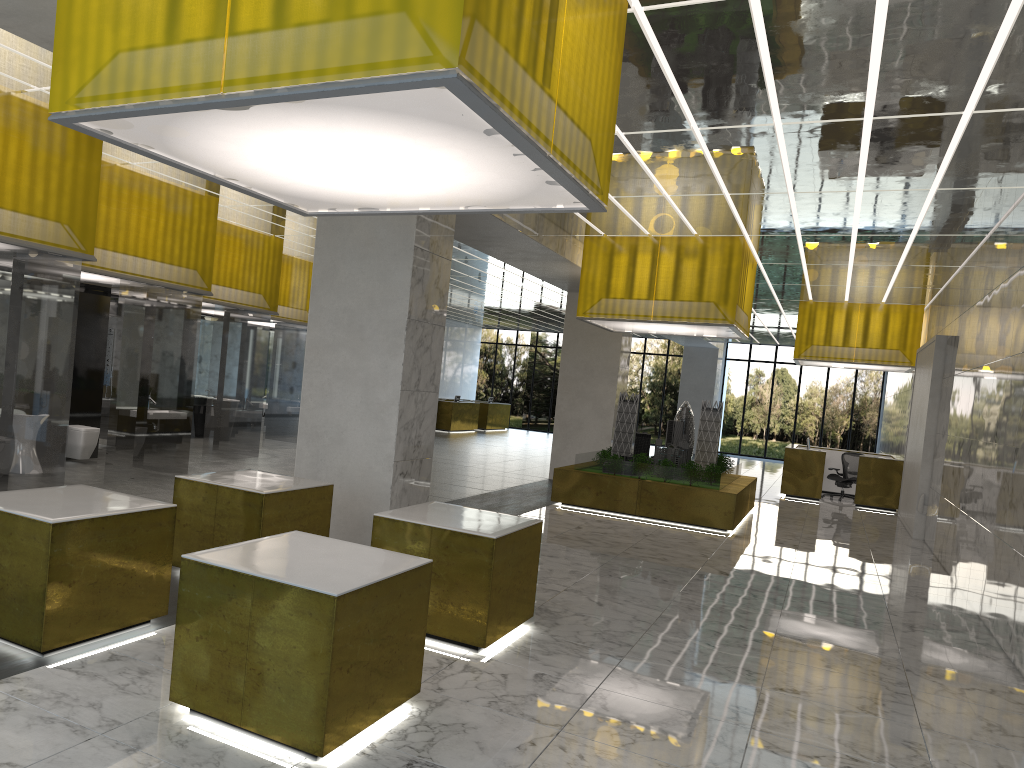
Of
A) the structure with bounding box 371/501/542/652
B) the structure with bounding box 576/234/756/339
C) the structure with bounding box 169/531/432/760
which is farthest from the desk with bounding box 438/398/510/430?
the structure with bounding box 169/531/432/760

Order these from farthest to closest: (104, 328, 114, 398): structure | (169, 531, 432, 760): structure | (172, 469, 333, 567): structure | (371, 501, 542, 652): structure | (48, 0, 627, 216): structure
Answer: (104, 328, 114, 398): structure < (172, 469, 333, 567): structure < (371, 501, 542, 652): structure < (169, 531, 432, 760): structure < (48, 0, 627, 216): structure

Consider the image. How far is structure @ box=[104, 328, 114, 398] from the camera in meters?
20.0 m

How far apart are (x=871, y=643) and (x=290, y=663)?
8.0 meters

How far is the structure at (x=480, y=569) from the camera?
8.1 meters

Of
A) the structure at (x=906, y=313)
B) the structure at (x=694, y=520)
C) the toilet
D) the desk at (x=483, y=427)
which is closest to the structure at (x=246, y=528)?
the toilet

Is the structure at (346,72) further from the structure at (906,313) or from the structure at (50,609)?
the structure at (906,313)

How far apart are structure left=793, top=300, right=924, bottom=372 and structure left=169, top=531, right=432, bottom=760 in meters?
23.7 m

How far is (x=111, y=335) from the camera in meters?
20.0

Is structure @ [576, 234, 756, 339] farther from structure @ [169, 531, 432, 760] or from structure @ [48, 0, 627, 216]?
structure @ [169, 531, 432, 760]
